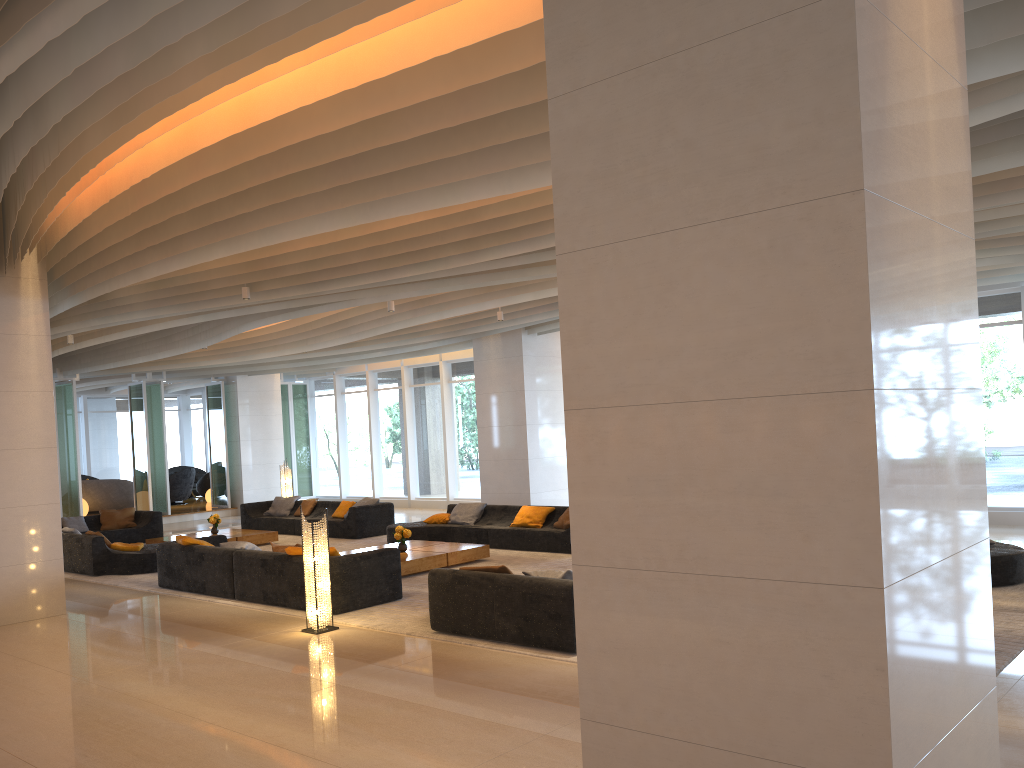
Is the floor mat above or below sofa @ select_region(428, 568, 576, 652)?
below

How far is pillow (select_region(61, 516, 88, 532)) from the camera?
16.3 meters

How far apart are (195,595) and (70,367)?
11.0 meters

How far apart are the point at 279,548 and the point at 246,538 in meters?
5.6 m

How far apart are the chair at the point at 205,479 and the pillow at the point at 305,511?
9.61m

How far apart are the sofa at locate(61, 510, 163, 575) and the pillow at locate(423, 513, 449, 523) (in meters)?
4.16

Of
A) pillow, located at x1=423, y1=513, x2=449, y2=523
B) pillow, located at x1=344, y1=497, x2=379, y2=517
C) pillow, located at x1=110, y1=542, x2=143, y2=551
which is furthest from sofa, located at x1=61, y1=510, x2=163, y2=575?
pillow, located at x1=423, y1=513, x2=449, y2=523

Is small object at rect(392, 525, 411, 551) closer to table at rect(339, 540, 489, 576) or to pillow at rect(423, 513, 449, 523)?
table at rect(339, 540, 489, 576)

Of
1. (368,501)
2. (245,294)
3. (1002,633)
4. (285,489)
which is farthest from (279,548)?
(285,489)

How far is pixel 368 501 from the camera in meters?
16.3 m
